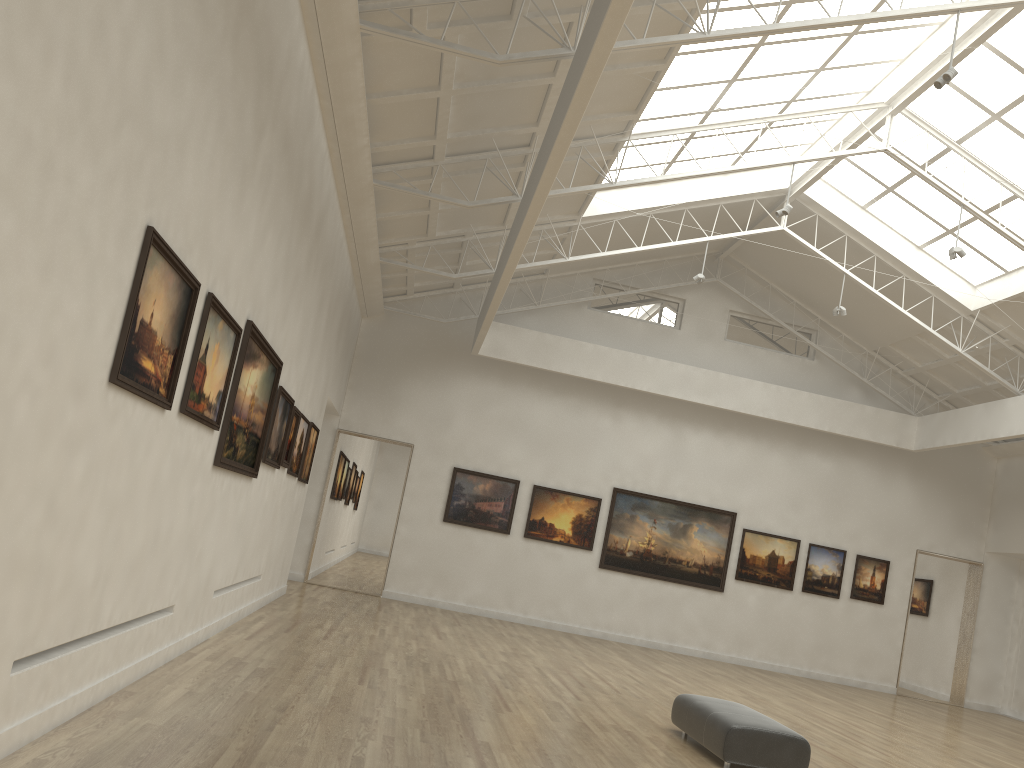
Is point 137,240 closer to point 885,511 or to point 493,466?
point 493,466

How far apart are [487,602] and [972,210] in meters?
19.8 m
